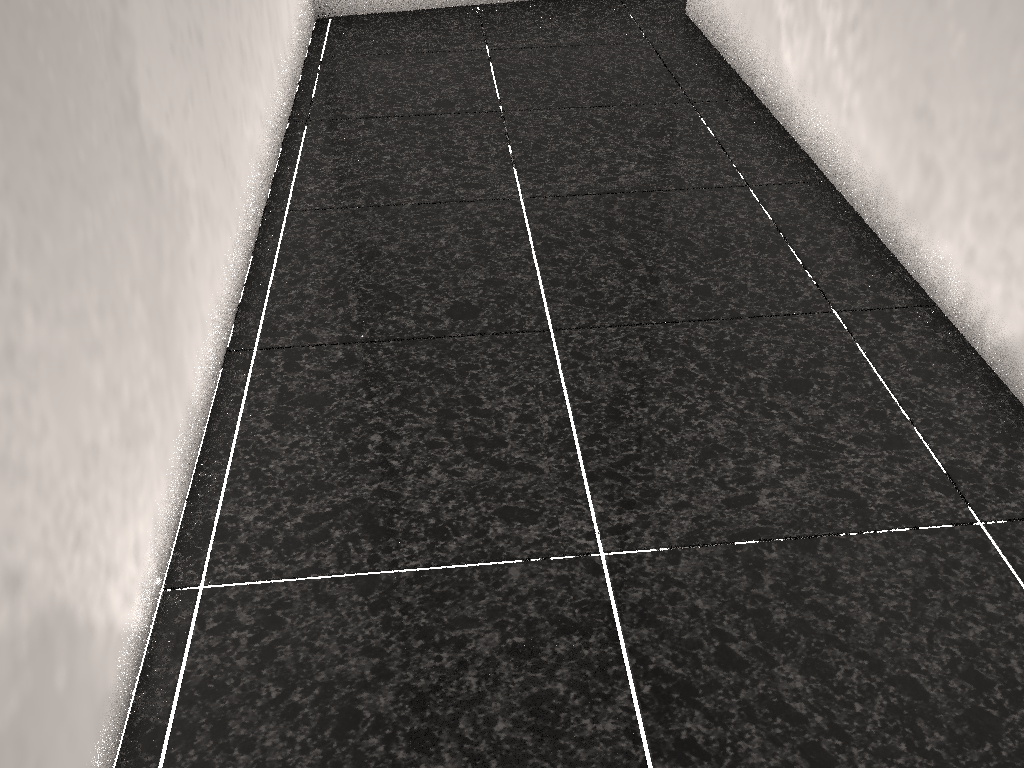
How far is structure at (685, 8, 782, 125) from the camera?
2.64m

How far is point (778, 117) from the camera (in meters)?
2.64

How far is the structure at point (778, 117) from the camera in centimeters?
264cm

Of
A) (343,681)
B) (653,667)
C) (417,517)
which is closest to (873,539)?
(653,667)

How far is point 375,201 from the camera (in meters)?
2.27
